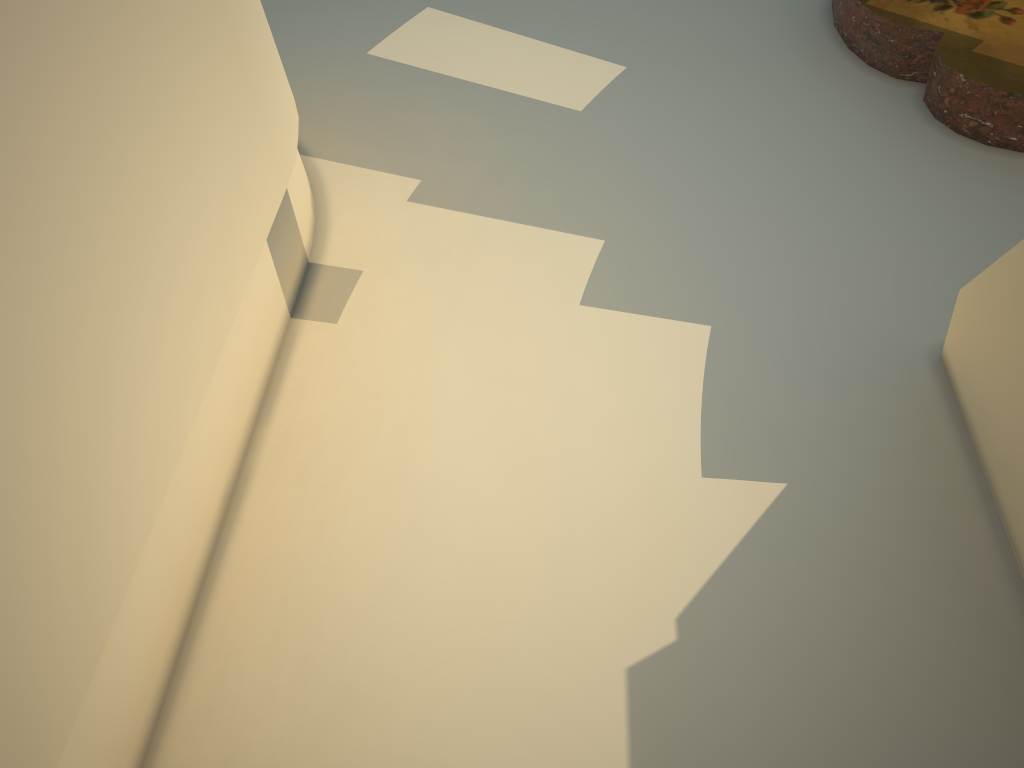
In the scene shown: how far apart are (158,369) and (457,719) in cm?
80
